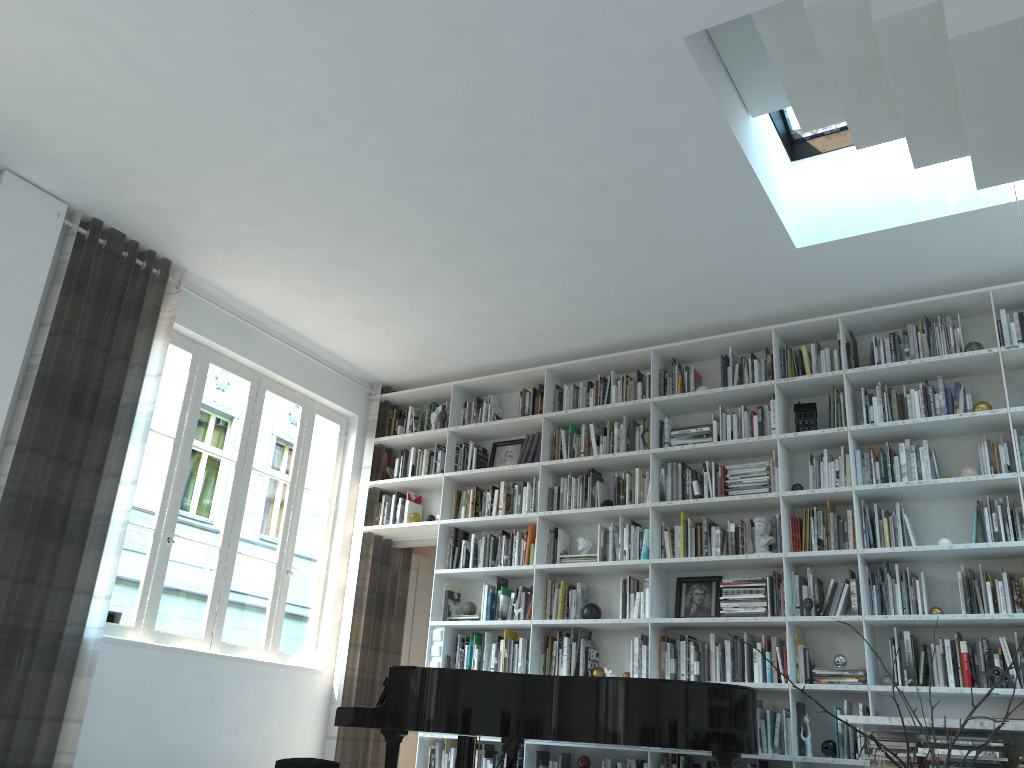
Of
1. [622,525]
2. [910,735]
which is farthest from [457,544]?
→ [910,735]

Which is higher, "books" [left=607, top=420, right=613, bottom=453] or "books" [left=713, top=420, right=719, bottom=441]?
"books" [left=607, top=420, right=613, bottom=453]

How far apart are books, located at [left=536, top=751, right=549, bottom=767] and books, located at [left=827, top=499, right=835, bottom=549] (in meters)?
2.41

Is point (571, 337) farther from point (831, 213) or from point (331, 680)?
point (331, 680)

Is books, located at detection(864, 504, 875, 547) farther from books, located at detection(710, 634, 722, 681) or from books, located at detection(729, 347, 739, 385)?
books, located at detection(729, 347, 739, 385)

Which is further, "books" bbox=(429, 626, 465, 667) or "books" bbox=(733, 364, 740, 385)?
"books" bbox=(429, 626, 465, 667)

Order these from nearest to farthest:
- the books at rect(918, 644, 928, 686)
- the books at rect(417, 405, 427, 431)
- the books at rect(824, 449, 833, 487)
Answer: the books at rect(918, 644, 928, 686) → the books at rect(824, 449, 833, 487) → the books at rect(417, 405, 427, 431)

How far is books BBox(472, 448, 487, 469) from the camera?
6.8 meters

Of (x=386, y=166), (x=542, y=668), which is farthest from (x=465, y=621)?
(x=386, y=166)

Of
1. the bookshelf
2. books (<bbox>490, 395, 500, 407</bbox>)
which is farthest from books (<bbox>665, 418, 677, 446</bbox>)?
books (<bbox>490, 395, 500, 407</bbox>)
